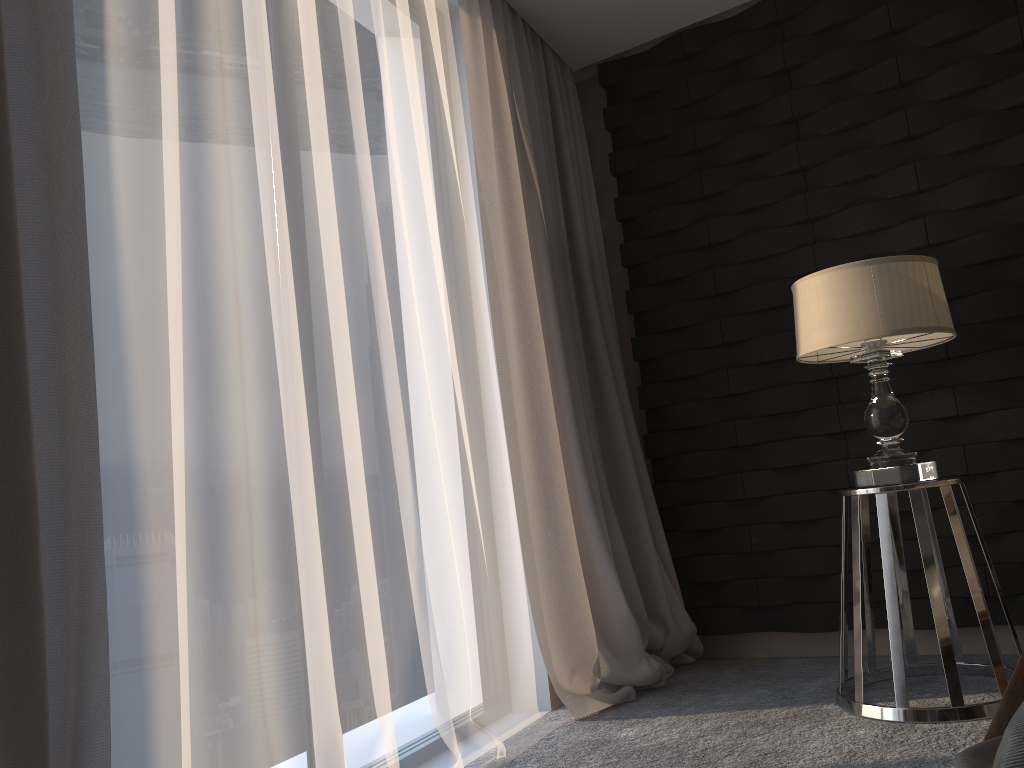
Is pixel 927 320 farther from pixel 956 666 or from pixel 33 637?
pixel 33 637

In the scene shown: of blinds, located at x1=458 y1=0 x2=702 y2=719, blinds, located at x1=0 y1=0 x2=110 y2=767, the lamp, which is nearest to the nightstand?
the lamp

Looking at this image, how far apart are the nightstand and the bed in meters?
0.6

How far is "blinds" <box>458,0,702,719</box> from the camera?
2.81m

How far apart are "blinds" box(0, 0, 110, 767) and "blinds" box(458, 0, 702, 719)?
1.5 meters

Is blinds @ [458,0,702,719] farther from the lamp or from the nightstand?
the lamp

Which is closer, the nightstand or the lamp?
the nightstand

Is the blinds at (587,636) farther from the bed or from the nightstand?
the bed

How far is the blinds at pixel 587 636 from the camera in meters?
2.8

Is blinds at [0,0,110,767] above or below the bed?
above
